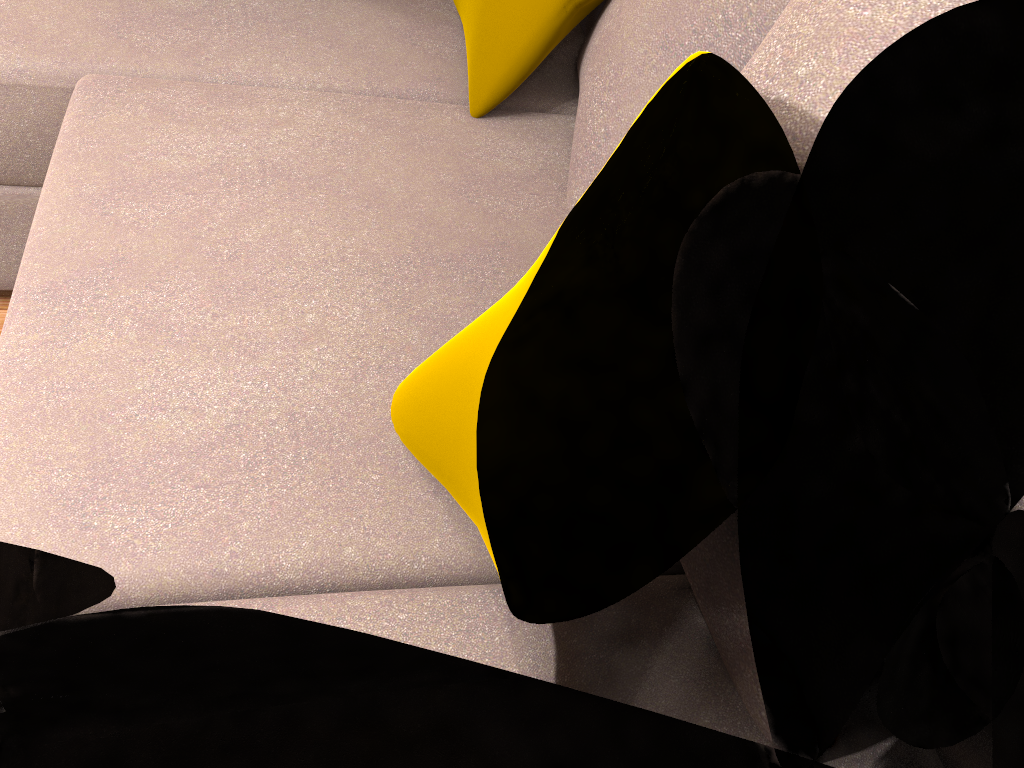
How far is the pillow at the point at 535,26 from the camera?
1.5 meters

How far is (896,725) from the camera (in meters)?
0.87

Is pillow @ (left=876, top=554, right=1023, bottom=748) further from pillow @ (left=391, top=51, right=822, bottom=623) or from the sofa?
pillow @ (left=391, top=51, right=822, bottom=623)

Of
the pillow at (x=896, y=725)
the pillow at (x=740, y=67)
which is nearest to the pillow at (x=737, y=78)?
the pillow at (x=896, y=725)

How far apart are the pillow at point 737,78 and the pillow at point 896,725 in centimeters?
21cm

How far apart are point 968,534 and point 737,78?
0.5m

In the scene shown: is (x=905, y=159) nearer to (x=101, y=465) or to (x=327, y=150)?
(x=327, y=150)

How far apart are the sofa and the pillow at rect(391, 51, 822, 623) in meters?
0.0

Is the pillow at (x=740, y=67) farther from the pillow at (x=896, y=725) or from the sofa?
the pillow at (x=896, y=725)

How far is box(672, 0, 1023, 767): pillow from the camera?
0.9 meters
